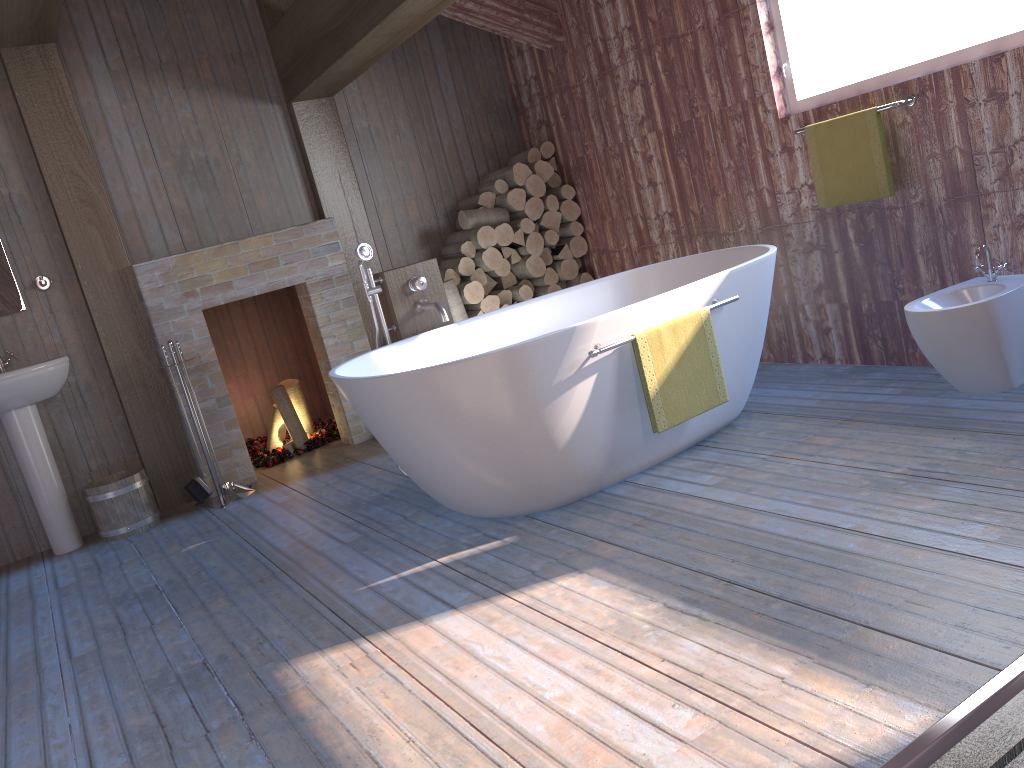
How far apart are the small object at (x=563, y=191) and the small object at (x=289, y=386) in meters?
2.0 m

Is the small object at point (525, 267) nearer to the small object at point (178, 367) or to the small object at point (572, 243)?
the small object at point (572, 243)

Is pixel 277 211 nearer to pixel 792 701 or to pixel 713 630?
pixel 713 630

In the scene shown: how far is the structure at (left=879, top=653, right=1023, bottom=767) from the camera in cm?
146

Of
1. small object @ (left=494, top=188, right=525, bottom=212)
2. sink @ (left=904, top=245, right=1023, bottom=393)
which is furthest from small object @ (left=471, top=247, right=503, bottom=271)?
sink @ (left=904, top=245, right=1023, bottom=393)

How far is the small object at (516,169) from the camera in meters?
5.4 m

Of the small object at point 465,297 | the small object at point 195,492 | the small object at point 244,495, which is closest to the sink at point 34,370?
the small object at point 195,492

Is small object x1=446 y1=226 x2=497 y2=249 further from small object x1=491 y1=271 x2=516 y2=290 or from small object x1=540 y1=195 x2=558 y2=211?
small object x1=540 y1=195 x2=558 y2=211

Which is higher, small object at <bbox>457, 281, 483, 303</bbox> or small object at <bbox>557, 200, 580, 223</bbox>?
small object at <bbox>557, 200, 580, 223</bbox>

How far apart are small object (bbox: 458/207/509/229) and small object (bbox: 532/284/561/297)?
0.5 meters
